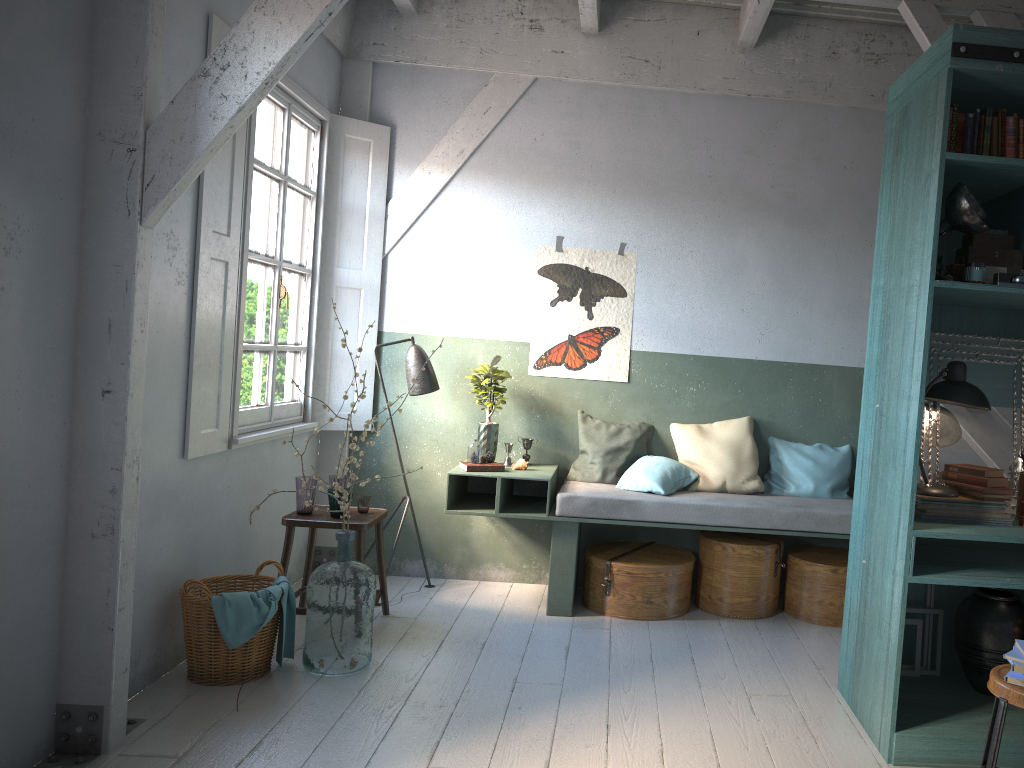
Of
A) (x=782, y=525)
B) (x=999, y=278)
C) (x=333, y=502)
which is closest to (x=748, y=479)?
(x=782, y=525)

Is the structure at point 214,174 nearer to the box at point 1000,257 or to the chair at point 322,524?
the chair at point 322,524

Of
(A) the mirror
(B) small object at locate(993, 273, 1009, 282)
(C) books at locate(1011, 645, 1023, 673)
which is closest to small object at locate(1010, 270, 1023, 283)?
(B) small object at locate(993, 273, 1009, 282)

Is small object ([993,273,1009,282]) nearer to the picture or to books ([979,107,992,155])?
books ([979,107,992,155])

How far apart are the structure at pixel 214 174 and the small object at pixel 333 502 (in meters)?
0.74

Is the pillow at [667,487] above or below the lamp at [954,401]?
below

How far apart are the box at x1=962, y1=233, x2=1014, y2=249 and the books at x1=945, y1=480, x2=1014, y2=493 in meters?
1.1 m

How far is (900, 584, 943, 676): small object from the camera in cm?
453

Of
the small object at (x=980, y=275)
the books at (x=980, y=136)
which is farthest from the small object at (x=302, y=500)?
the books at (x=980, y=136)

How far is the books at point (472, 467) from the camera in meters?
6.0 m
